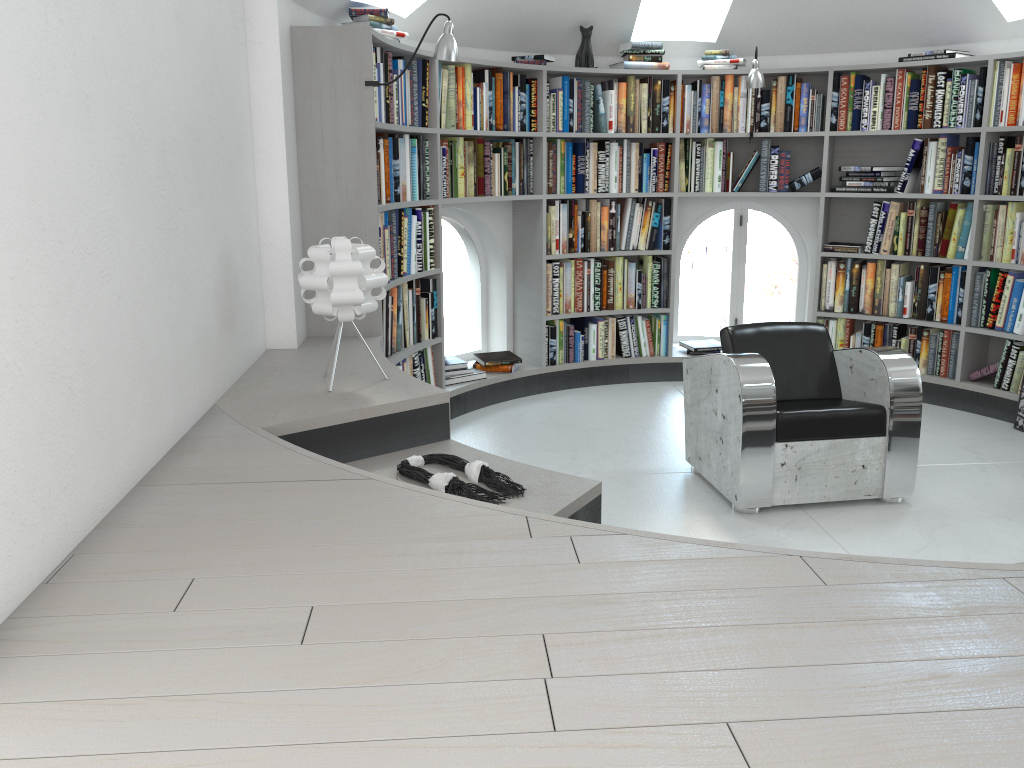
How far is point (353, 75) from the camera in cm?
383

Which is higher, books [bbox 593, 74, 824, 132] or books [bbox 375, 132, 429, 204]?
books [bbox 593, 74, 824, 132]

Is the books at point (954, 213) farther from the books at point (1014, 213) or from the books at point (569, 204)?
the books at point (569, 204)

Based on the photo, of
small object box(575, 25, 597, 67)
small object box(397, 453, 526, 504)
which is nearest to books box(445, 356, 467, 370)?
small object box(575, 25, 597, 67)

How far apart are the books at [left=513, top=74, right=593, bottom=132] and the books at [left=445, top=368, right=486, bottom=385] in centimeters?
150cm

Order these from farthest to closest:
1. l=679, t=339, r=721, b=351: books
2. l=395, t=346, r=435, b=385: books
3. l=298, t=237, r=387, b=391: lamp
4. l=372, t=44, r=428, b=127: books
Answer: l=679, t=339, r=721, b=351: books
l=395, t=346, r=435, b=385: books
l=372, t=44, r=428, b=127: books
l=298, t=237, r=387, b=391: lamp

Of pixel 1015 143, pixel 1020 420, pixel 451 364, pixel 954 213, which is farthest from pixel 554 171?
pixel 1020 420

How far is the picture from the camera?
4.9 meters

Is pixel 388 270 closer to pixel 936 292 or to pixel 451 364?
pixel 451 364

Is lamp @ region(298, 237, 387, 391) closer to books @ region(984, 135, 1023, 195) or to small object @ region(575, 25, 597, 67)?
small object @ region(575, 25, 597, 67)
